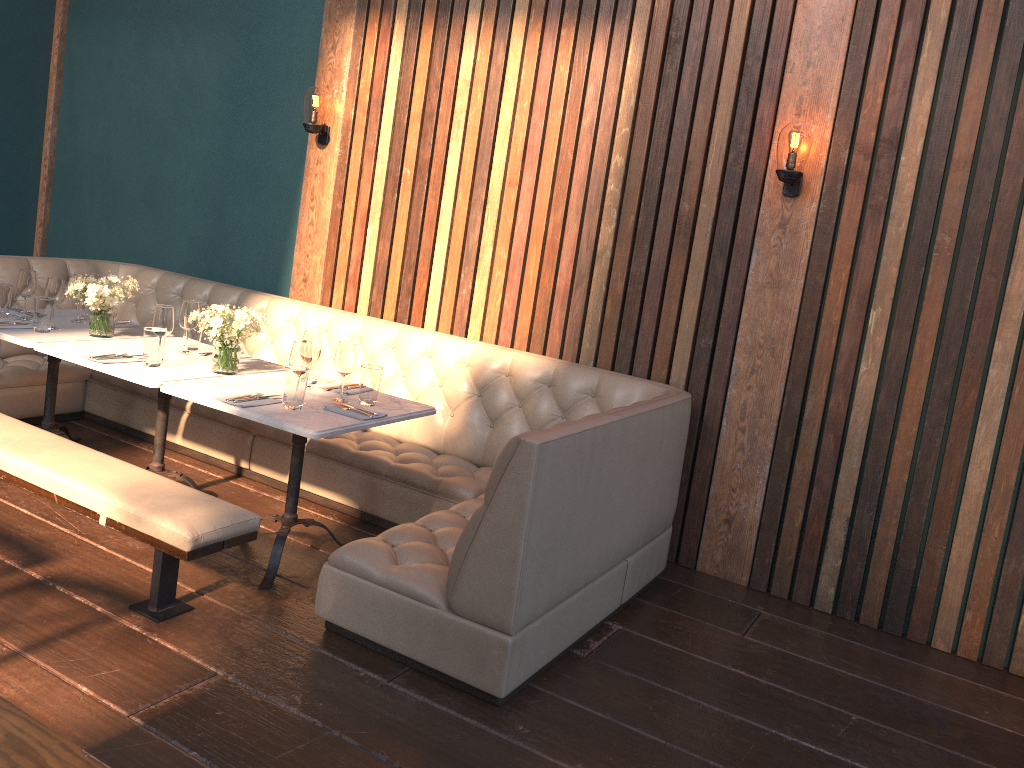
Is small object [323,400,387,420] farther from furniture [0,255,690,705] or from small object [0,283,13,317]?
small object [0,283,13,317]

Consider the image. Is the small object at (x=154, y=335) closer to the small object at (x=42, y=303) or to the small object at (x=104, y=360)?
the small object at (x=104, y=360)

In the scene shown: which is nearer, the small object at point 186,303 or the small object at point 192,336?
the small object at point 186,303

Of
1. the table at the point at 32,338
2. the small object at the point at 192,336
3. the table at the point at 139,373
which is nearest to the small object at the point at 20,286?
the table at the point at 32,338

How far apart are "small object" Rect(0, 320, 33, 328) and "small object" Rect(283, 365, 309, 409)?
1.7 meters

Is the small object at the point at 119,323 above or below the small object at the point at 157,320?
below

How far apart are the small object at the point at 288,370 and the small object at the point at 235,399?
0.1m

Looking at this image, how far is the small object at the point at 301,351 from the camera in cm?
340

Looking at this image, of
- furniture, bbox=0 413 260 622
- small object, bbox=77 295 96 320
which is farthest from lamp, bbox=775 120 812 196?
small object, bbox=77 295 96 320

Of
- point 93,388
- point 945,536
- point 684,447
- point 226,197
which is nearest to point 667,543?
point 684,447
